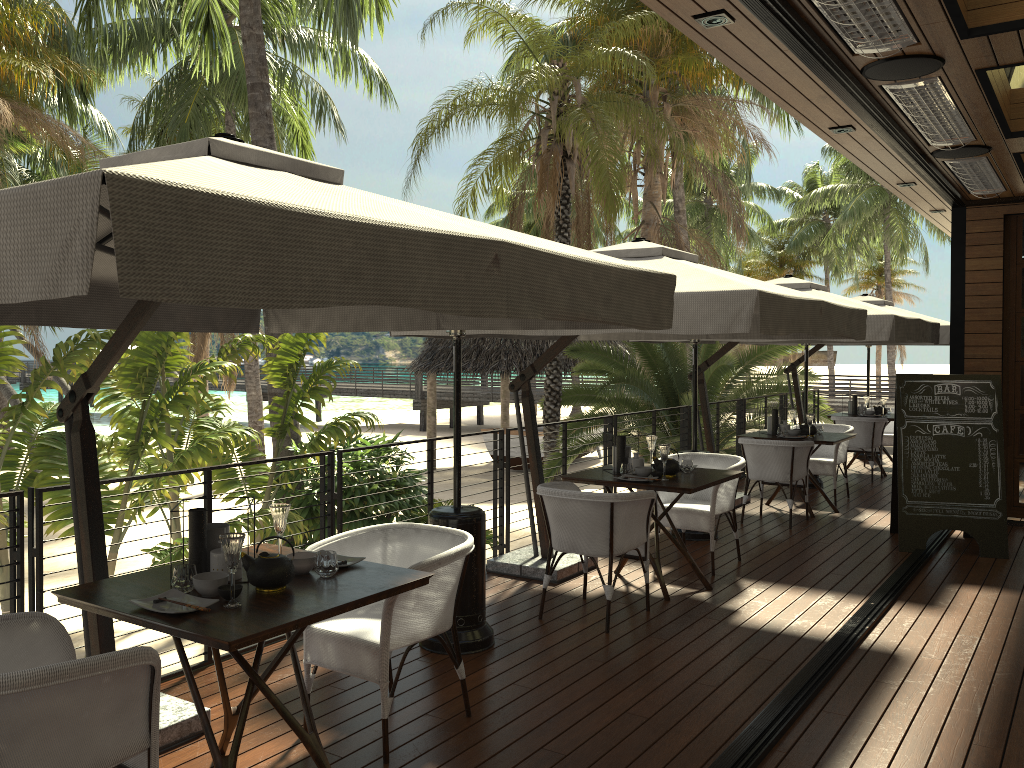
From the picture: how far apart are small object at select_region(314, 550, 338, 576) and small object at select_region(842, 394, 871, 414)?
9.7m

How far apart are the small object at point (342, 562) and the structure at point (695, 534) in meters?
4.5 m

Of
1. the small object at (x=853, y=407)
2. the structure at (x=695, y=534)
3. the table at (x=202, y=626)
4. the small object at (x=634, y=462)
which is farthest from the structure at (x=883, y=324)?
the table at (x=202, y=626)

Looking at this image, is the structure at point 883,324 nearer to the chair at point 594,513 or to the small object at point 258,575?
the chair at point 594,513

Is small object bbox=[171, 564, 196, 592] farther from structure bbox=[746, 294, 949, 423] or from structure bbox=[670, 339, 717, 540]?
structure bbox=[746, 294, 949, 423]

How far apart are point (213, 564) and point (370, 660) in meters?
0.7 m

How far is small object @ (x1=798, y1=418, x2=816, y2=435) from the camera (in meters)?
8.64

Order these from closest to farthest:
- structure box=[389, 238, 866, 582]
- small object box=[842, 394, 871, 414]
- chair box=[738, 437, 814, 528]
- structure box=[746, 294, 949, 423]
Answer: structure box=[389, 238, 866, 582], chair box=[738, 437, 814, 528], structure box=[746, 294, 949, 423], small object box=[842, 394, 871, 414]

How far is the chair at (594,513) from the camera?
5.0 meters

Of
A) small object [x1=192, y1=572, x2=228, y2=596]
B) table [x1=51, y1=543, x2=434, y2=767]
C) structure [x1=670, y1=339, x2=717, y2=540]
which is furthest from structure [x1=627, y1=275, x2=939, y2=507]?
small object [x1=192, y1=572, x2=228, y2=596]
